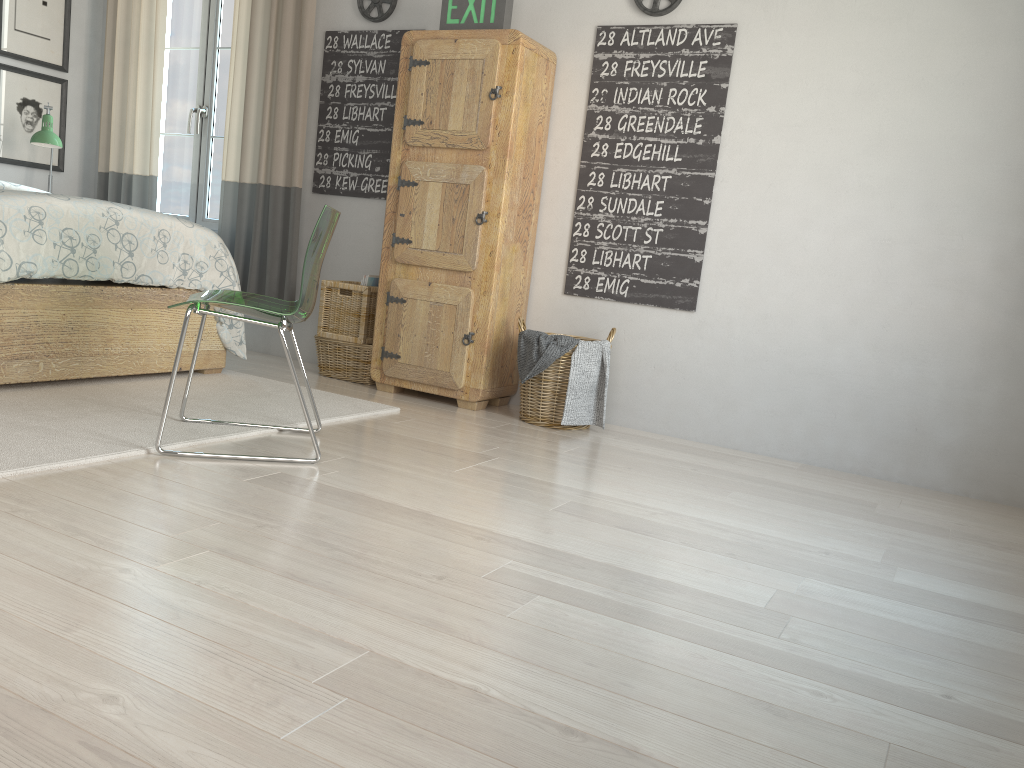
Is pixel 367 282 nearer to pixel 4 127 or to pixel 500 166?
pixel 500 166

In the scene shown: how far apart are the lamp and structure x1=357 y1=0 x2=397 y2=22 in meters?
1.7

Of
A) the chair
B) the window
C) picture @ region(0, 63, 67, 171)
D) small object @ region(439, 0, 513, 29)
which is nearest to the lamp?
picture @ region(0, 63, 67, 171)

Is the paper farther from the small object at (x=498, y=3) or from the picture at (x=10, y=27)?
the picture at (x=10, y=27)

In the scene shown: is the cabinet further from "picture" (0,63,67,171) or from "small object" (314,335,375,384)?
"picture" (0,63,67,171)

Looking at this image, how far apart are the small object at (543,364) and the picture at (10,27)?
3.3 meters

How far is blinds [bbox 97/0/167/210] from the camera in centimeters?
484cm

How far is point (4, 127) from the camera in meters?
4.8

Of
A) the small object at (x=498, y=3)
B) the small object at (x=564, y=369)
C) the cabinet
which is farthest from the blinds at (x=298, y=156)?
the small object at (x=564, y=369)

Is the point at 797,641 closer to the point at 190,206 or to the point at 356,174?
the point at 356,174
